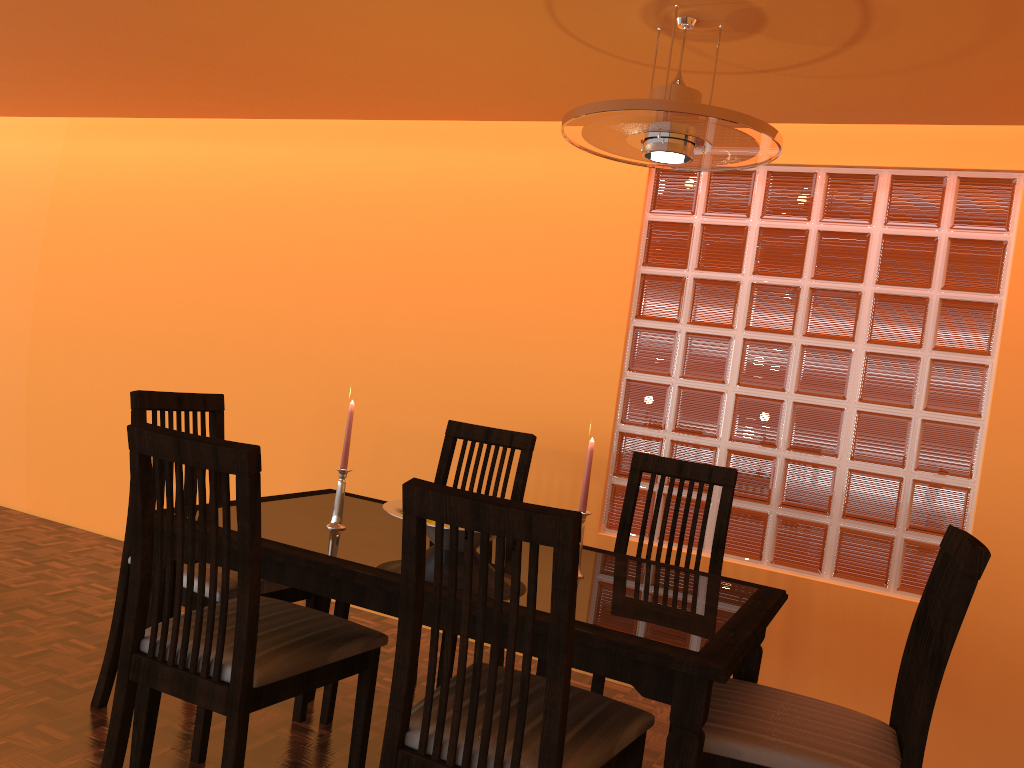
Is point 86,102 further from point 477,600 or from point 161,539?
point 477,600

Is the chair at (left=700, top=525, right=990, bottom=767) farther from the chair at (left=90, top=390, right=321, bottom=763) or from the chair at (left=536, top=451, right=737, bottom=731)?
the chair at (left=90, top=390, right=321, bottom=763)

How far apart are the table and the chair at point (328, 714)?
0.1m

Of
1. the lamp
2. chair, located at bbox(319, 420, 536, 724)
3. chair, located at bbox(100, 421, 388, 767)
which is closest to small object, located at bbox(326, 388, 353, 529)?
chair, located at bbox(100, 421, 388, 767)

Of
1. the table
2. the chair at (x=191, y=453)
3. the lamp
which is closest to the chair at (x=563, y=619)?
the table

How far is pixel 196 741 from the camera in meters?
2.0 m

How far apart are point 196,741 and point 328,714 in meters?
0.4

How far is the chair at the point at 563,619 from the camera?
1.2m

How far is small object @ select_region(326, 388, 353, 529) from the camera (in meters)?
1.97

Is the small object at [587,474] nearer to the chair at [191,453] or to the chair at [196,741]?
the chair at [191,453]
